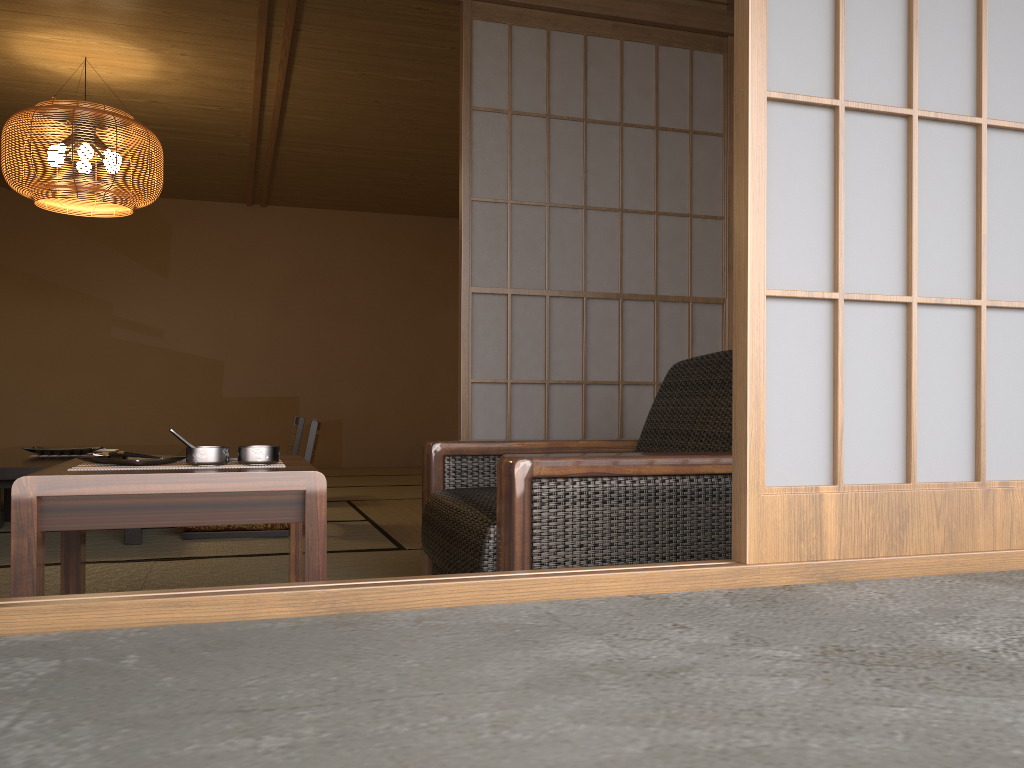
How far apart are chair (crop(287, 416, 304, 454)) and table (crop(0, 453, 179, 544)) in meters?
1.3

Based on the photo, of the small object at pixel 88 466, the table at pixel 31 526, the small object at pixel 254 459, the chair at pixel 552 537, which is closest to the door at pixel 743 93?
the chair at pixel 552 537

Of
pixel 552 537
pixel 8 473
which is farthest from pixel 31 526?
pixel 8 473

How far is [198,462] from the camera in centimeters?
177cm

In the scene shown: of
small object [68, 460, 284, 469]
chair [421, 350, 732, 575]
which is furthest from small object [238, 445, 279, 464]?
chair [421, 350, 732, 575]

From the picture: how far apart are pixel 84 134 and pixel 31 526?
3.5 meters

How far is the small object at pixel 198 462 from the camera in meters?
1.8 m

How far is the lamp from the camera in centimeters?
447cm

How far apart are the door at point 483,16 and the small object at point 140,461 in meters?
0.6

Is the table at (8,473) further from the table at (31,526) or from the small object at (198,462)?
the small object at (198,462)
